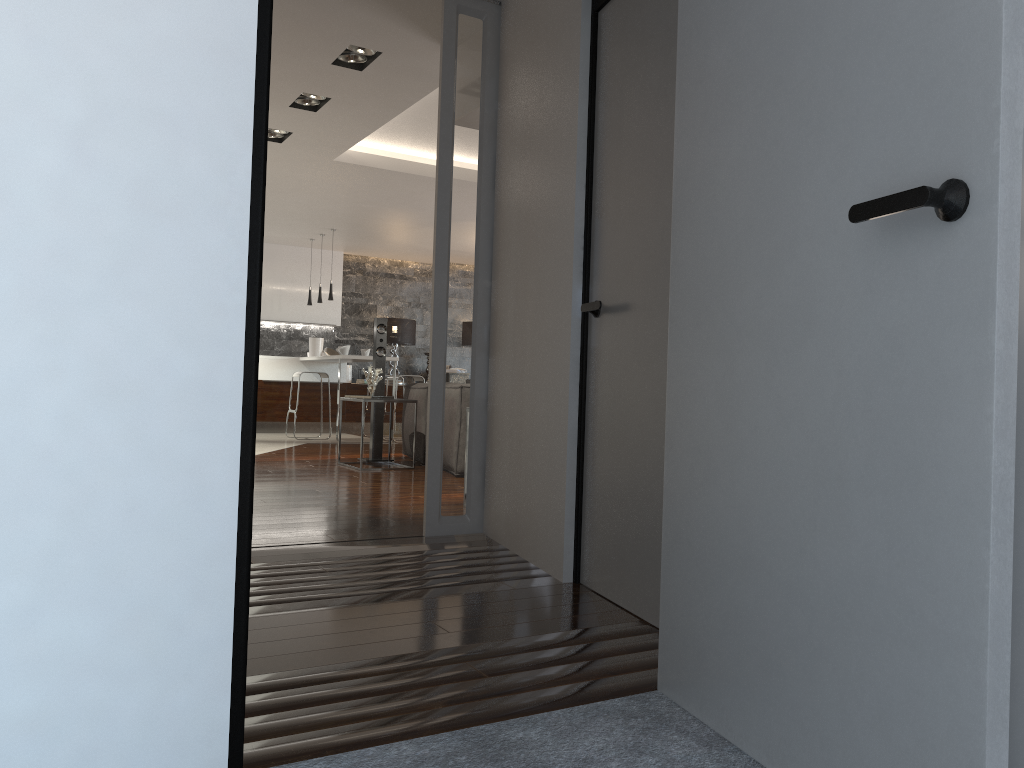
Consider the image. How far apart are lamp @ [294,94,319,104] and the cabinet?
4.7 meters

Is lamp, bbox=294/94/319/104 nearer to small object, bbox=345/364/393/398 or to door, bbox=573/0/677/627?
small object, bbox=345/364/393/398

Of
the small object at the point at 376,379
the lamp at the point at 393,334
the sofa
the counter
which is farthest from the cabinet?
the small object at the point at 376,379

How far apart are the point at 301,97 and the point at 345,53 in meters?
1.0 m

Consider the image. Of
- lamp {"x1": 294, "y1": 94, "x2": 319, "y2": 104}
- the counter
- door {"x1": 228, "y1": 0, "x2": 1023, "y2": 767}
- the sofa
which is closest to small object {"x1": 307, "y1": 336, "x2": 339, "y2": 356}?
the counter

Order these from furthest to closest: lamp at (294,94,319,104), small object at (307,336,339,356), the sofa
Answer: small object at (307,336,339,356) → the sofa → lamp at (294,94,319,104)

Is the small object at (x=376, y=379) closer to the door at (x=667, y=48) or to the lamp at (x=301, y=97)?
the lamp at (x=301, y=97)

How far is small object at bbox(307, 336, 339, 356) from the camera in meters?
12.1

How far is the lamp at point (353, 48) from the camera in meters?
4.9

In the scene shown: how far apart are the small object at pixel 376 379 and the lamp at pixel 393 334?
5.1m
